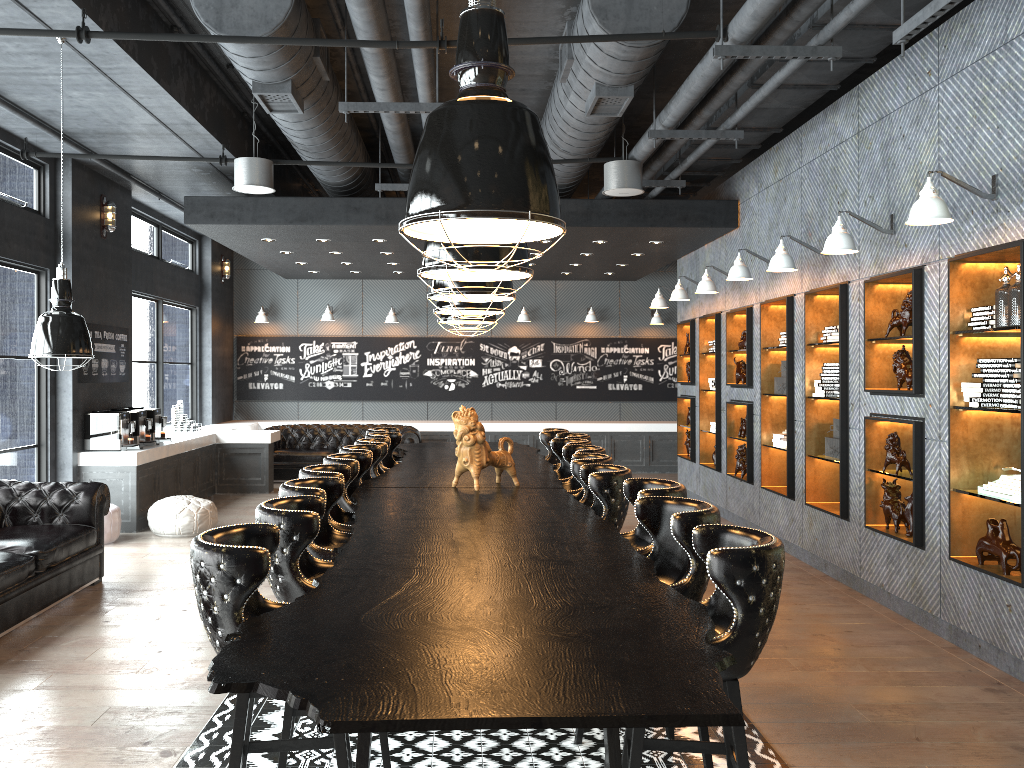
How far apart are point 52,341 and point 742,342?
6.61m

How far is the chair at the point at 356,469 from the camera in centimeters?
565cm

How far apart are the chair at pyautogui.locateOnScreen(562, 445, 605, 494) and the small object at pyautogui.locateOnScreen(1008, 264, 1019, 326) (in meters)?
2.80

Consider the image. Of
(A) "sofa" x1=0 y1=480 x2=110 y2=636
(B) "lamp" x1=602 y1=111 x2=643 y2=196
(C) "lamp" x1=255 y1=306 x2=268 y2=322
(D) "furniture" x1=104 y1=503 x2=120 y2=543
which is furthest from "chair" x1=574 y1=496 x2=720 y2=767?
(C) "lamp" x1=255 y1=306 x2=268 y2=322

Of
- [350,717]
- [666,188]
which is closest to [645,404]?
[666,188]

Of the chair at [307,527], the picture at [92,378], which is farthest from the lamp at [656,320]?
the chair at [307,527]

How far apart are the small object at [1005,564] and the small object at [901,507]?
1.0m

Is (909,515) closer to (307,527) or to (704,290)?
(704,290)

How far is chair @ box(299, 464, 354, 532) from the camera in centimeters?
491cm

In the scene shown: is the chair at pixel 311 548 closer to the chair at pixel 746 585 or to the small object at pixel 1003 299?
the chair at pixel 746 585
